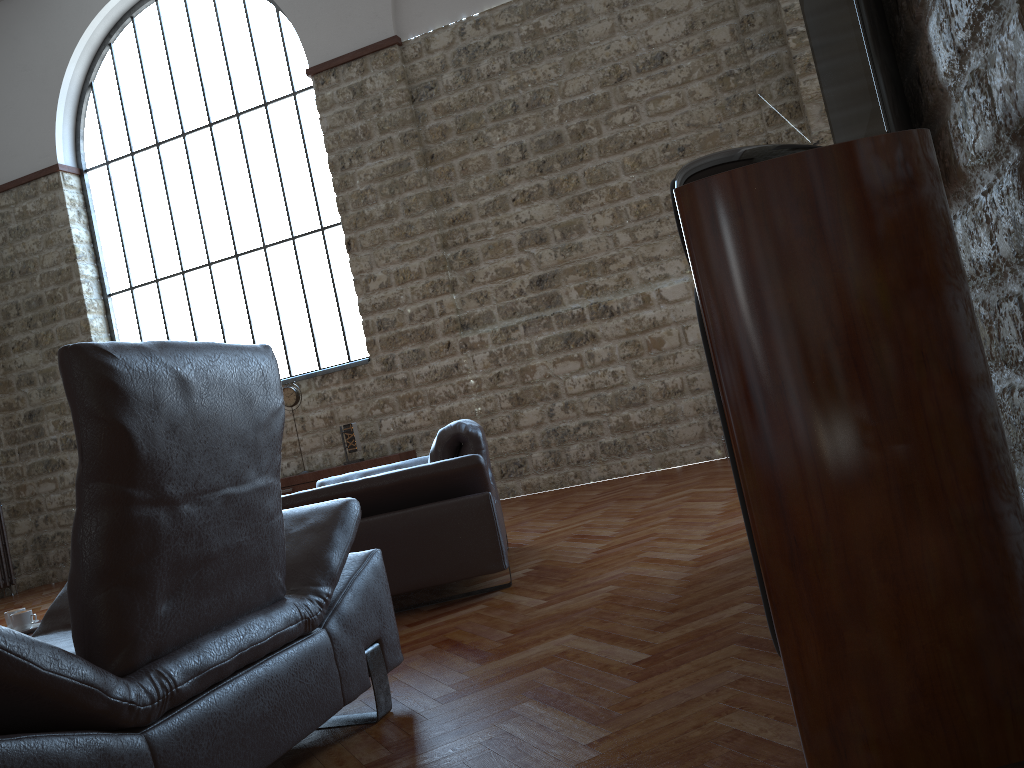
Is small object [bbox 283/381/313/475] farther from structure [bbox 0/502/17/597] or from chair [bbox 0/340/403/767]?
chair [bbox 0/340/403/767]

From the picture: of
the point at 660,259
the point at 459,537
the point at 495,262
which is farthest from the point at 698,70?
the point at 459,537

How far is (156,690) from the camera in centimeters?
171cm

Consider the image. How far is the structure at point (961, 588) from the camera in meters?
1.4

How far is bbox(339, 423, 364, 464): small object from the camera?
8.0m

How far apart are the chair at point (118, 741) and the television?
1.52m

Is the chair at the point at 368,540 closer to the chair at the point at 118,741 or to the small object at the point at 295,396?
the chair at the point at 118,741

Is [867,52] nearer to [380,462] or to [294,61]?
[380,462]

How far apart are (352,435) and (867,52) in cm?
661

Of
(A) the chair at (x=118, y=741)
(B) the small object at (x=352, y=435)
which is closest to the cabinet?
(B) the small object at (x=352, y=435)
